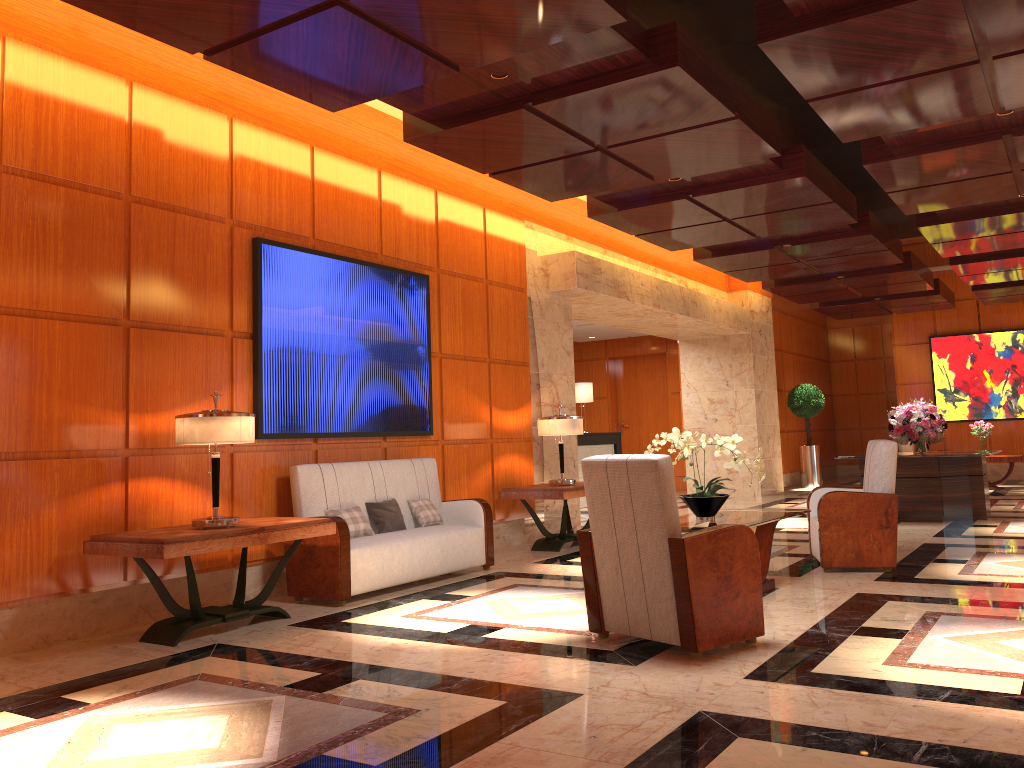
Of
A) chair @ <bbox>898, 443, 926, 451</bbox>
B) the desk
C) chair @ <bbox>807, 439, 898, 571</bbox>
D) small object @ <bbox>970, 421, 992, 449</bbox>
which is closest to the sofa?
chair @ <bbox>807, 439, 898, 571</bbox>

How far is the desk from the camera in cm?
1377

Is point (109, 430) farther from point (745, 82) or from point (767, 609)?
point (745, 82)

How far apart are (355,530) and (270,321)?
1.6 meters

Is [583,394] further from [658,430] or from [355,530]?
[355,530]

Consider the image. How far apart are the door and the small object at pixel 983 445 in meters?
5.5 m

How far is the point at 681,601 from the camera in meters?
Result: 4.2 m

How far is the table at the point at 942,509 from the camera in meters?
9.9 m

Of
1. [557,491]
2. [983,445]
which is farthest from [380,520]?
[983,445]

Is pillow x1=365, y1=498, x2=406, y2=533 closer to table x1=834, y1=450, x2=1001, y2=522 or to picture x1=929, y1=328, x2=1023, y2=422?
table x1=834, y1=450, x2=1001, y2=522
